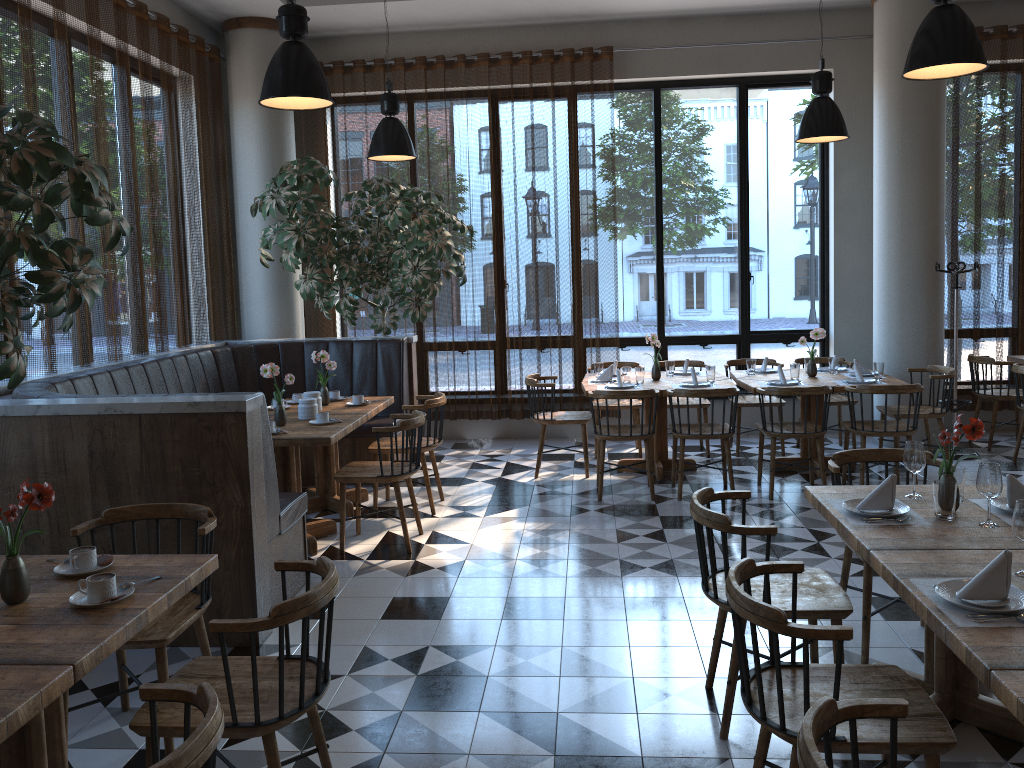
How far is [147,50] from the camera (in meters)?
6.67

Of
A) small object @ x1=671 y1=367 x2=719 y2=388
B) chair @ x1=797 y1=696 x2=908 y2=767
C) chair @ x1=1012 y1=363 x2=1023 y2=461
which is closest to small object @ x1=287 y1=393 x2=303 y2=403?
small object @ x1=671 y1=367 x2=719 y2=388

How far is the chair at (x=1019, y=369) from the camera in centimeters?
701cm

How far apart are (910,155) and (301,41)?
5.8m

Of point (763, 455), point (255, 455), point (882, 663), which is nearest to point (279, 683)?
point (255, 455)

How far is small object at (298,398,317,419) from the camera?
5.8 meters

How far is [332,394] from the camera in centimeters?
668cm

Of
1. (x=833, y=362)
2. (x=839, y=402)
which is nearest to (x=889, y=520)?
(x=833, y=362)

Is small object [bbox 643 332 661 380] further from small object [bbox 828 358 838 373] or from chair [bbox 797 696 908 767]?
chair [bbox 797 696 908 767]

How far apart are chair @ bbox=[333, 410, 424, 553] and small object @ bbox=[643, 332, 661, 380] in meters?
2.4
